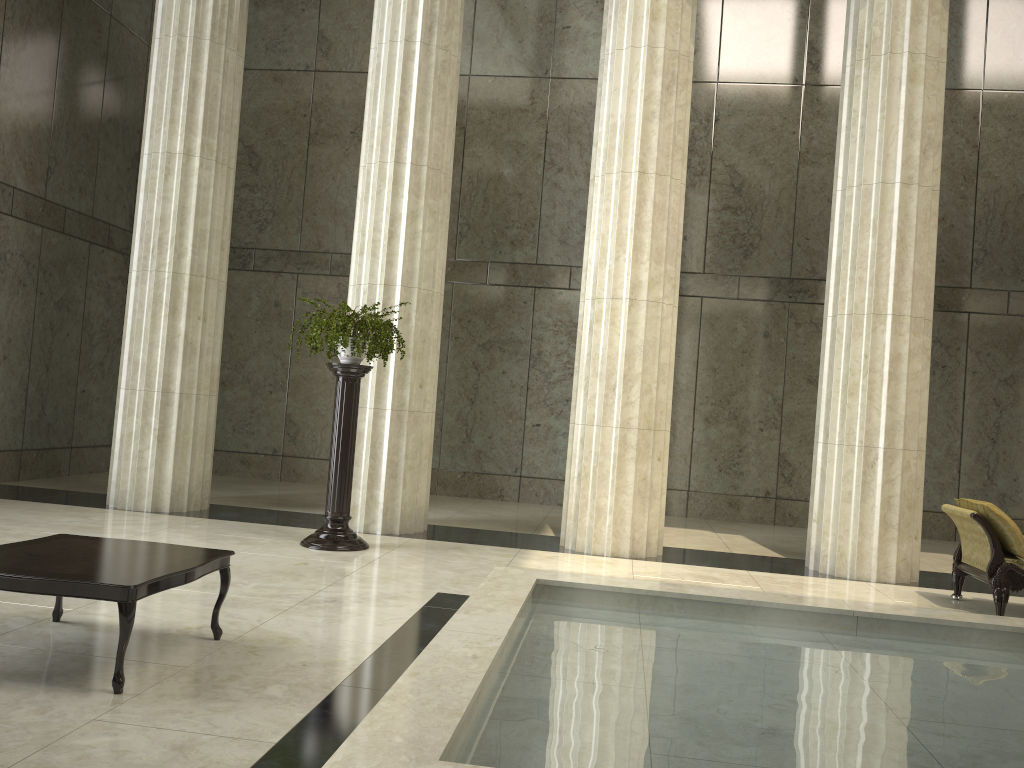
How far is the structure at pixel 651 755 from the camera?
3.2 meters

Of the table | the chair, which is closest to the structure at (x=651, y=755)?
the table

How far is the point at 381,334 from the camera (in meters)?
8.16

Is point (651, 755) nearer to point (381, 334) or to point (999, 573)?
point (999, 573)

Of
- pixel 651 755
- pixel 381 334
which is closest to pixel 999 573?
pixel 651 755

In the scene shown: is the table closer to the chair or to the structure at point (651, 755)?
the structure at point (651, 755)

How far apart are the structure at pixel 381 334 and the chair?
5.2 meters

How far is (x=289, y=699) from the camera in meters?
4.1 m

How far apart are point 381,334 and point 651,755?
5.5m

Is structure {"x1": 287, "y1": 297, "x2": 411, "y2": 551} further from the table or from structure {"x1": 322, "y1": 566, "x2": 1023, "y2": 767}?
the table
